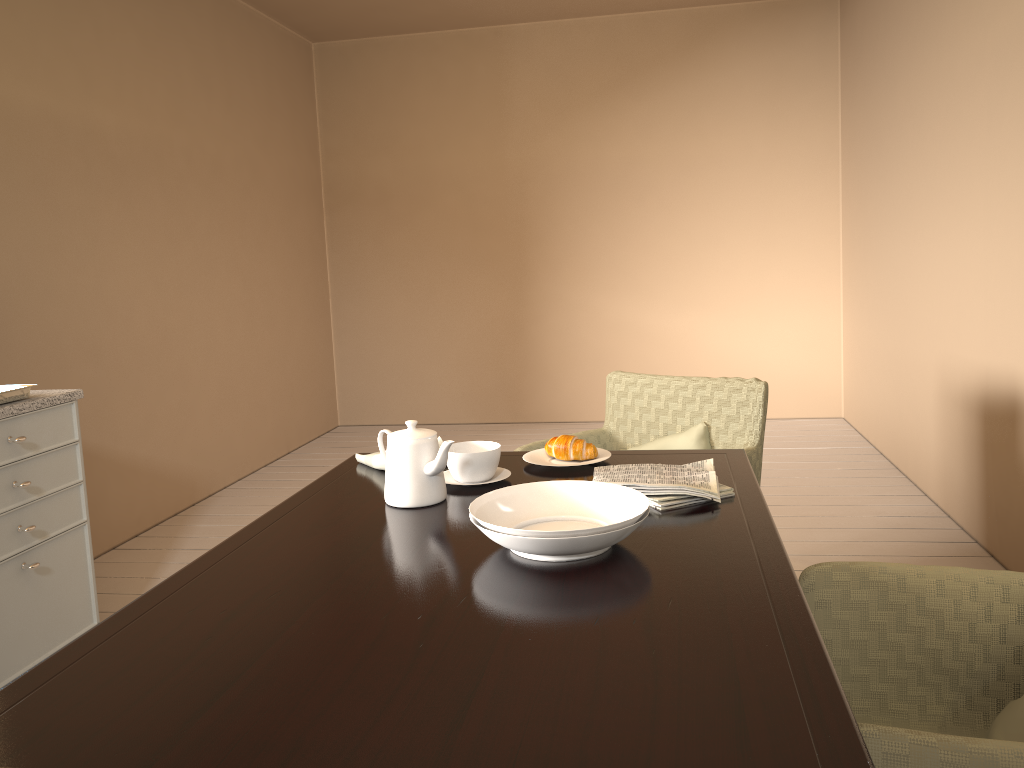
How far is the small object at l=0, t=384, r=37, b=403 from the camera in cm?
228

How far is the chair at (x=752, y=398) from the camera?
2.4 meters

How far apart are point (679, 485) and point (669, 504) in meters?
0.0

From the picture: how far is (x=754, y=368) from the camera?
5.62m

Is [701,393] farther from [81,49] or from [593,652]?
[81,49]

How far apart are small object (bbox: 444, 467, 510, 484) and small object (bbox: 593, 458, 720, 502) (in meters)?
0.21

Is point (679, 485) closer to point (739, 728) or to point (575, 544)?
point (575, 544)

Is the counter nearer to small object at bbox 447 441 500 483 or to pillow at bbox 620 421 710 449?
small object at bbox 447 441 500 483

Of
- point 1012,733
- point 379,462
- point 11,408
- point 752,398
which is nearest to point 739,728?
point 1012,733

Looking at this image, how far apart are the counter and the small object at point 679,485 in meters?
1.5
